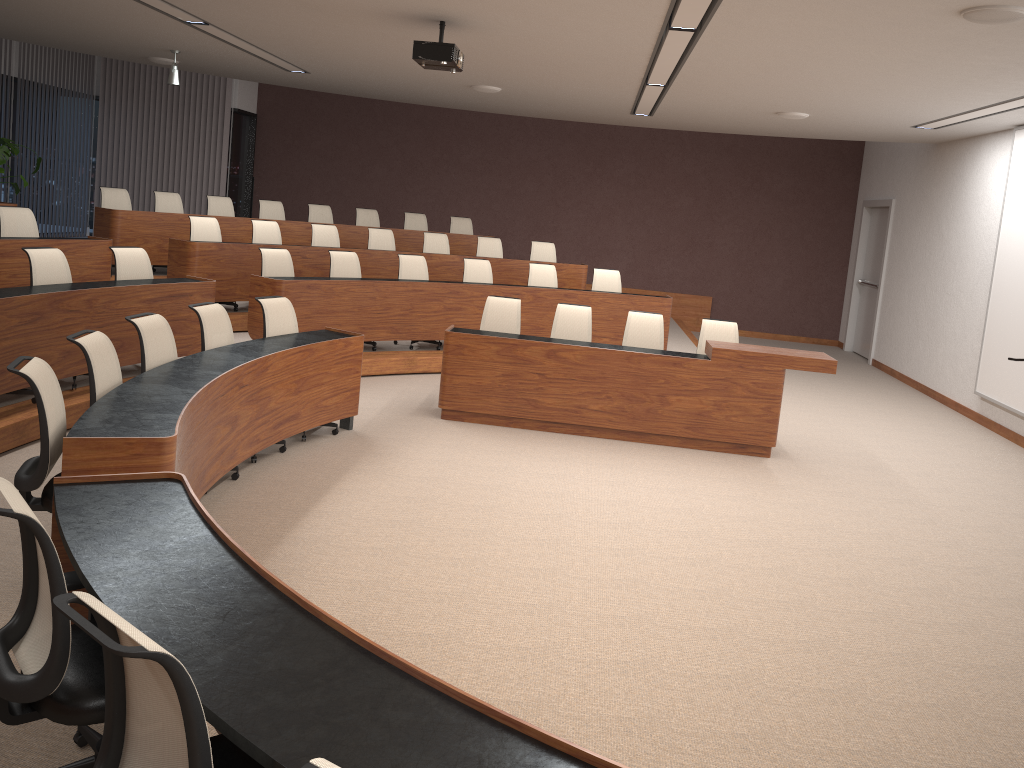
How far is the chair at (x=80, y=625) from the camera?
1.65m

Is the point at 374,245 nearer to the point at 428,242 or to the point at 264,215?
the point at 428,242

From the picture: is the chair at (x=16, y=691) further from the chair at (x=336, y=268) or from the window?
the window

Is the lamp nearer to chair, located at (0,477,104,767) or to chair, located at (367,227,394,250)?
chair, located at (367,227,394,250)

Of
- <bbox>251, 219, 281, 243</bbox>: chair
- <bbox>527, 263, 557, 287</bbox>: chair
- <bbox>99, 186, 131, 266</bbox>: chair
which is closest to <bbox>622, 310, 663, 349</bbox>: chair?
<bbox>527, 263, 557, 287</bbox>: chair

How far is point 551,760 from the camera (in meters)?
1.81

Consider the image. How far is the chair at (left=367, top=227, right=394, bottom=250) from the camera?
10.6m

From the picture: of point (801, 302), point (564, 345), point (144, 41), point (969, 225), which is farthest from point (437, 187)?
point (564, 345)

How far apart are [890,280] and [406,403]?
7.9 meters

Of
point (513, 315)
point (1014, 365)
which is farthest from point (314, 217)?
point (1014, 365)
